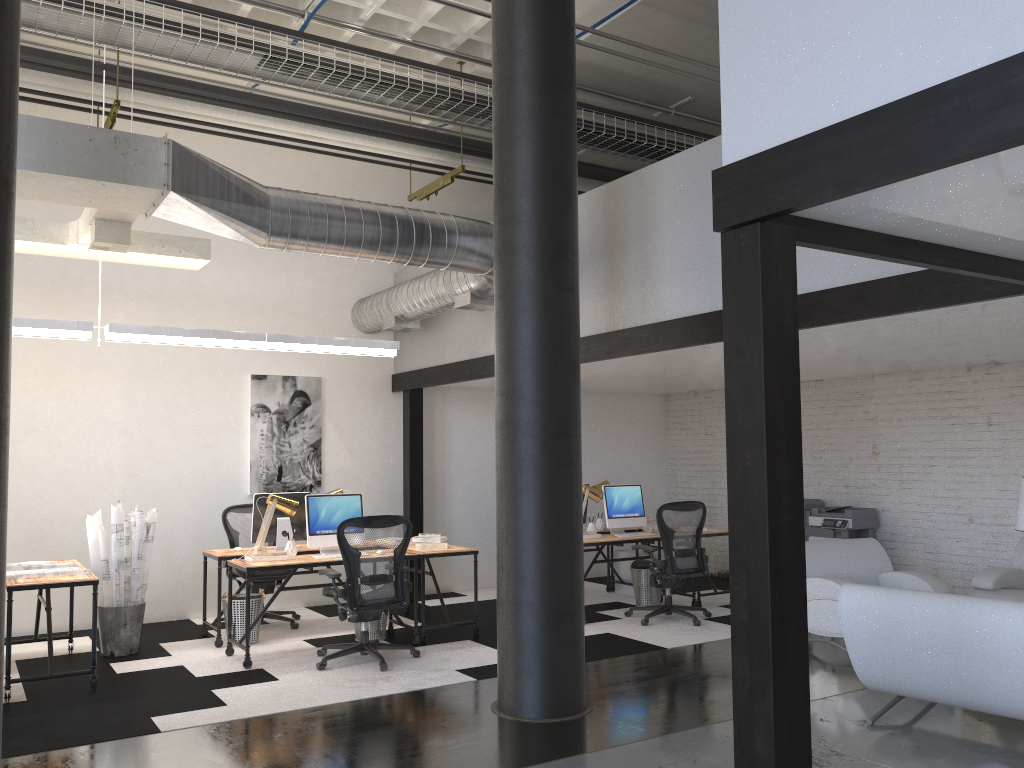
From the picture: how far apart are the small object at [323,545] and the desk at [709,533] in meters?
3.5 m

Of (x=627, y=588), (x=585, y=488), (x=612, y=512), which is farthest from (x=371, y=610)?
(x=627, y=588)

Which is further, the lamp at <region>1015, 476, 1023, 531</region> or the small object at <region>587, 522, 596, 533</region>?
the small object at <region>587, 522, 596, 533</region>

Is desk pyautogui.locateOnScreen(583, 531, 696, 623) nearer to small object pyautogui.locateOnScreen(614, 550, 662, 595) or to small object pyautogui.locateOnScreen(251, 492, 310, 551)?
small object pyautogui.locateOnScreen(614, 550, 662, 595)

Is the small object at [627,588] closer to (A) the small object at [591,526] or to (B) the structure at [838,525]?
(A) the small object at [591,526]

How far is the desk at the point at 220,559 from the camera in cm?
707

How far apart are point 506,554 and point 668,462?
6.7 meters

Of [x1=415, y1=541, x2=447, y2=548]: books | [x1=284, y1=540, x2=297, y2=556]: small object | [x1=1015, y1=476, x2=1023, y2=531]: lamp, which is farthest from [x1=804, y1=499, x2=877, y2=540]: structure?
[x1=284, y1=540, x2=297, y2=556]: small object

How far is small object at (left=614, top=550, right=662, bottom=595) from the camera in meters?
9.5 m

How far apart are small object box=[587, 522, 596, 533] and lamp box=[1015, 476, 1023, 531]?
3.8m
